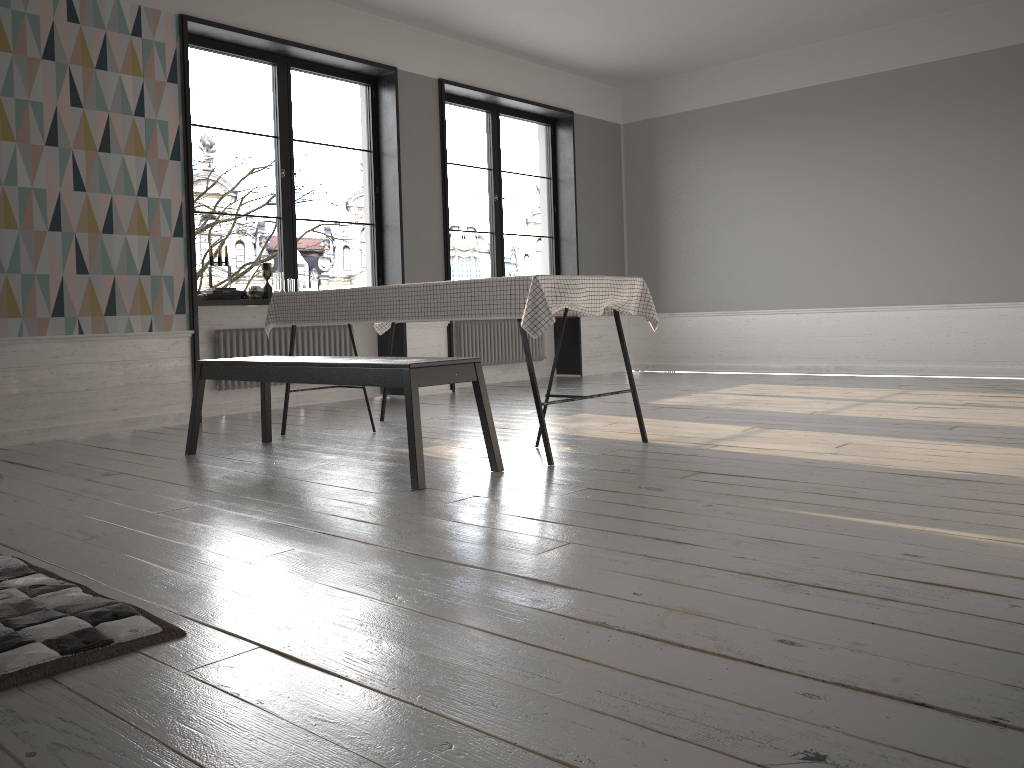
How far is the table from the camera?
3.6 meters

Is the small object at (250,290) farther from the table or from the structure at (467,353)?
the structure at (467,353)

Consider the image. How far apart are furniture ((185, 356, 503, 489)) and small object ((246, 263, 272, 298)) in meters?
1.7

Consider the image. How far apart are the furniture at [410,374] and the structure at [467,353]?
3.3m

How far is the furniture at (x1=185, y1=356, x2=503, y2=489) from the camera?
3.27m

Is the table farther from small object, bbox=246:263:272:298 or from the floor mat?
the floor mat

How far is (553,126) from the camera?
8.7m

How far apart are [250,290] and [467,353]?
2.29m

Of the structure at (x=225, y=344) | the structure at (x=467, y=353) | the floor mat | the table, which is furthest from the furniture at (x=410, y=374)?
the structure at (x=467, y=353)

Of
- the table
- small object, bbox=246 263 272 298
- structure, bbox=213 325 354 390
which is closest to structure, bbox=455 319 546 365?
structure, bbox=213 325 354 390
